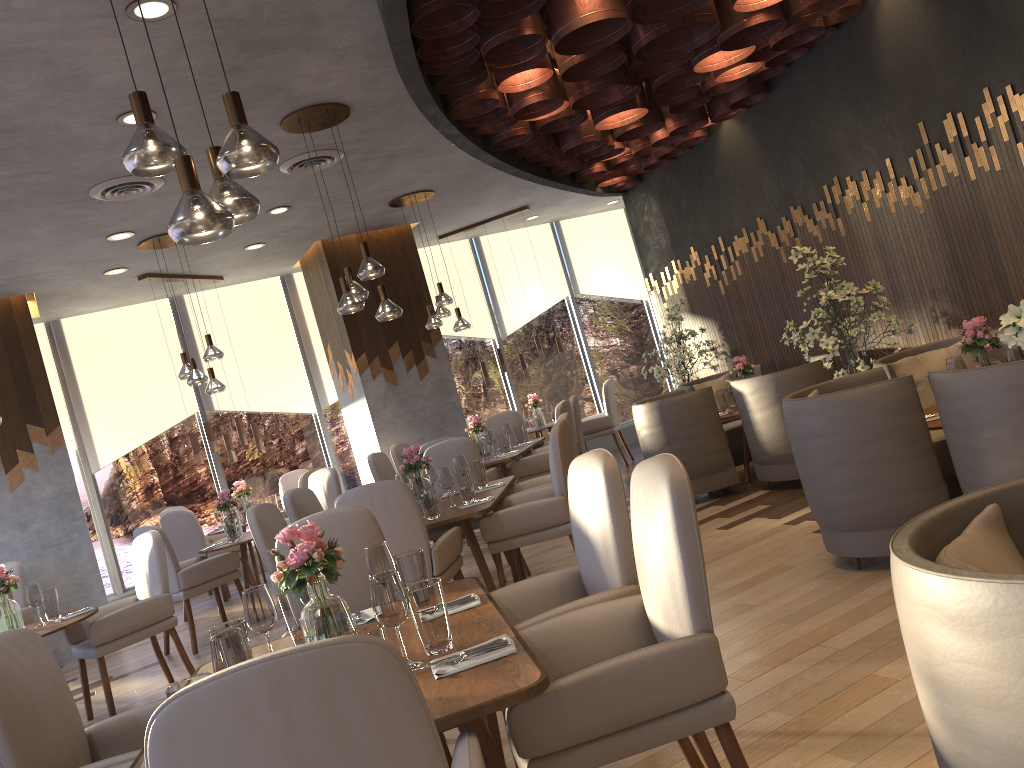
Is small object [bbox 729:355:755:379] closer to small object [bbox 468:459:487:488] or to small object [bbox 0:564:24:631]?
small object [bbox 468:459:487:488]

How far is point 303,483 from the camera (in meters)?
8.36

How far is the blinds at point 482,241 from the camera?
11.5m

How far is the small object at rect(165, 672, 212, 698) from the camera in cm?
199

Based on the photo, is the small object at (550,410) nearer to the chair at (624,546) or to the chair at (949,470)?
the chair at (949,470)

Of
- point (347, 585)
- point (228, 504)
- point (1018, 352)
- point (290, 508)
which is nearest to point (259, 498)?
point (228, 504)

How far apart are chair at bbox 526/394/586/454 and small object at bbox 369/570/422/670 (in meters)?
5.93

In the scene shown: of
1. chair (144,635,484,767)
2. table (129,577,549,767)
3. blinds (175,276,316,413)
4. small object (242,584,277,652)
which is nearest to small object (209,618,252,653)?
small object (242,584,277,652)

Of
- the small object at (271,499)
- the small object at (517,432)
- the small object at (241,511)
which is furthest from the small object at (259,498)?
the small object at (517,432)

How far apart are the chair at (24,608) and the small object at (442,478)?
4.13m
